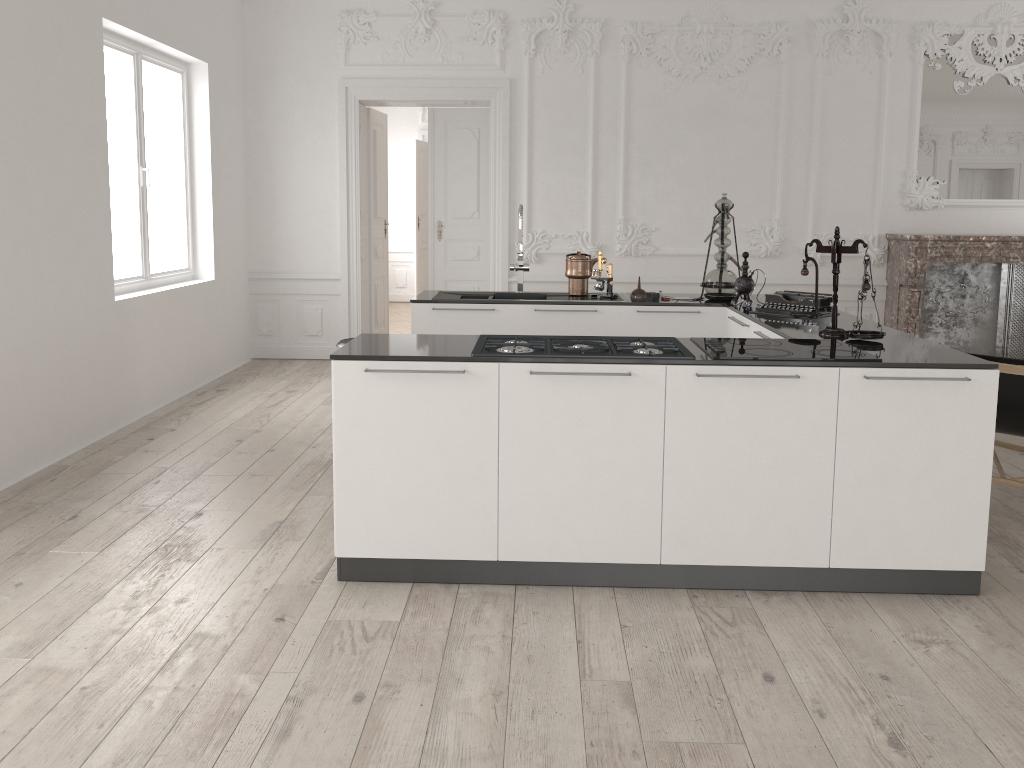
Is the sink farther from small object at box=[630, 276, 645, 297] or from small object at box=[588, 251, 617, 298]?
small object at box=[630, 276, 645, 297]

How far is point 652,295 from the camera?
5.4m

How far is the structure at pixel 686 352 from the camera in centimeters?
339cm

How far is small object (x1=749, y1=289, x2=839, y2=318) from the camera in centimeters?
466cm

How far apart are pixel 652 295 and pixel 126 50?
4.0 meters

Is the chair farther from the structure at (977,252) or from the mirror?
the mirror

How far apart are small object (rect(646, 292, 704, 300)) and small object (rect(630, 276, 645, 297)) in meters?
0.1 m

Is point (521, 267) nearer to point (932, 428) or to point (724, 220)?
point (724, 220)

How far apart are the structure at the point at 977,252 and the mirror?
0.6m

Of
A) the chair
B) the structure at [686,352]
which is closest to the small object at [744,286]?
the chair
